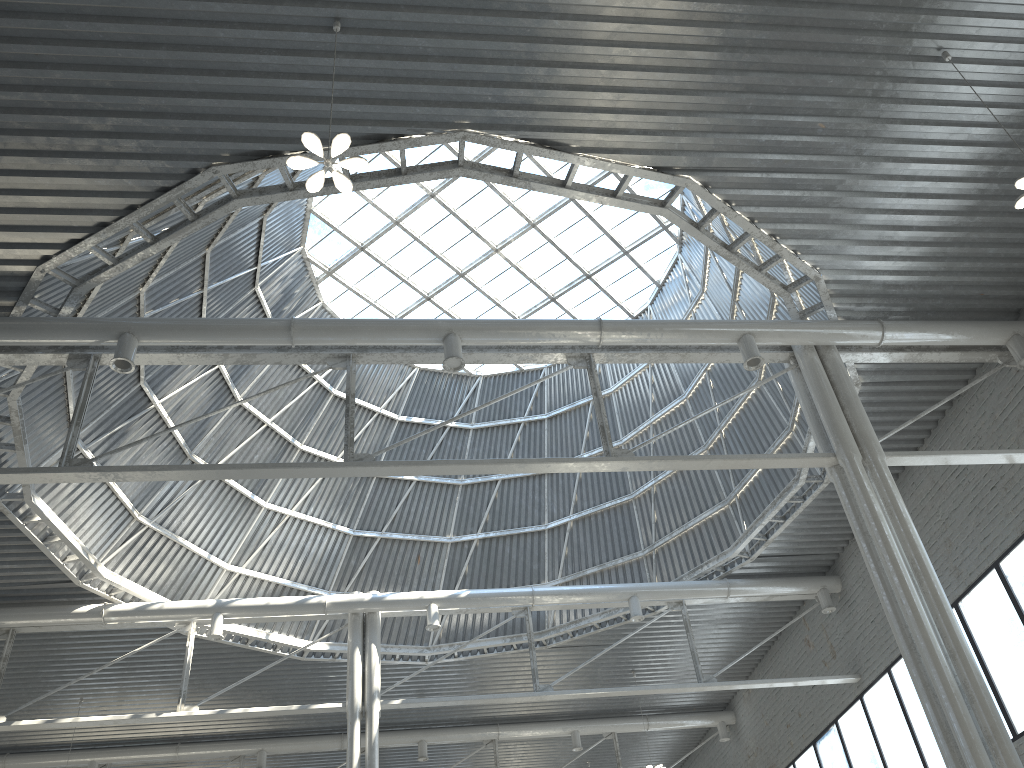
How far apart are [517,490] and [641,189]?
13.2 meters
